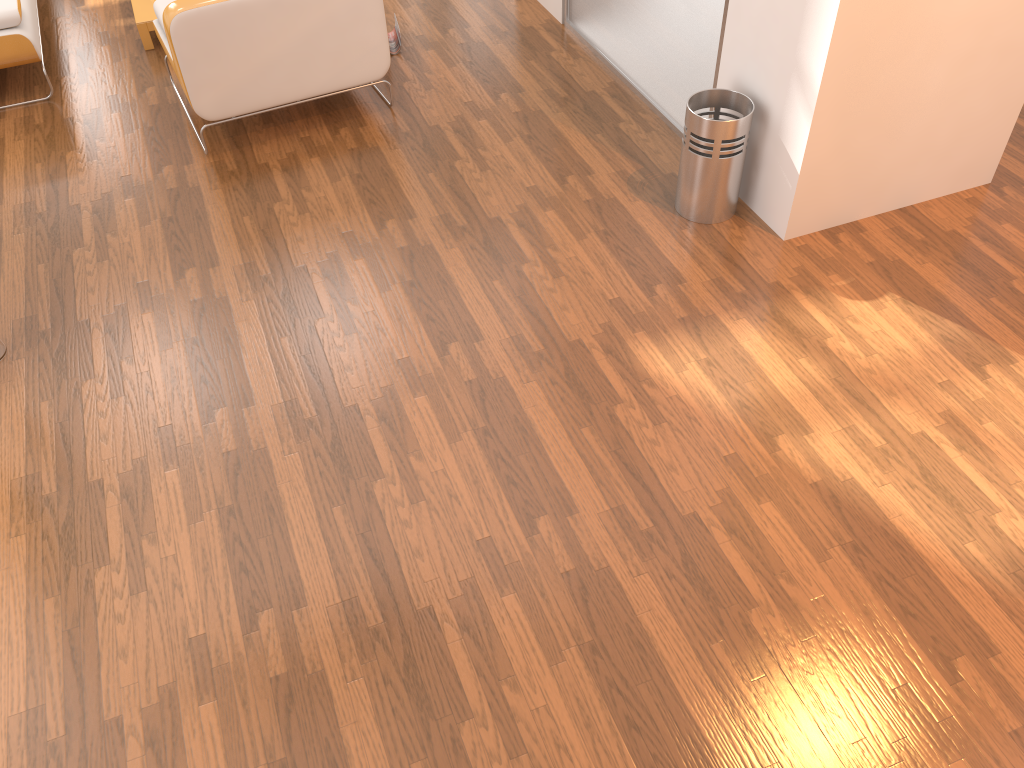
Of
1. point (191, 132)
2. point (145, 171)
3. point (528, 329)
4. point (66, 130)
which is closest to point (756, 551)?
point (528, 329)

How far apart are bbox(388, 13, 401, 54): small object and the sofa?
1.7 meters

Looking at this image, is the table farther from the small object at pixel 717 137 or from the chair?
the small object at pixel 717 137

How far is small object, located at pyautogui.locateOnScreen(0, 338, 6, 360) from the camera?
3.09m

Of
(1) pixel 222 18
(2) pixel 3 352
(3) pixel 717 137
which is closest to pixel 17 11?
(1) pixel 222 18

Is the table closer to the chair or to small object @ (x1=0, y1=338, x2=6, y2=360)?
the chair

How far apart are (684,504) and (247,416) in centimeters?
141cm

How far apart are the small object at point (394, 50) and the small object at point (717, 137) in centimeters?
192cm

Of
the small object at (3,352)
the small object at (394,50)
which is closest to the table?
the small object at (394,50)

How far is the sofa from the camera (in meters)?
4.16
